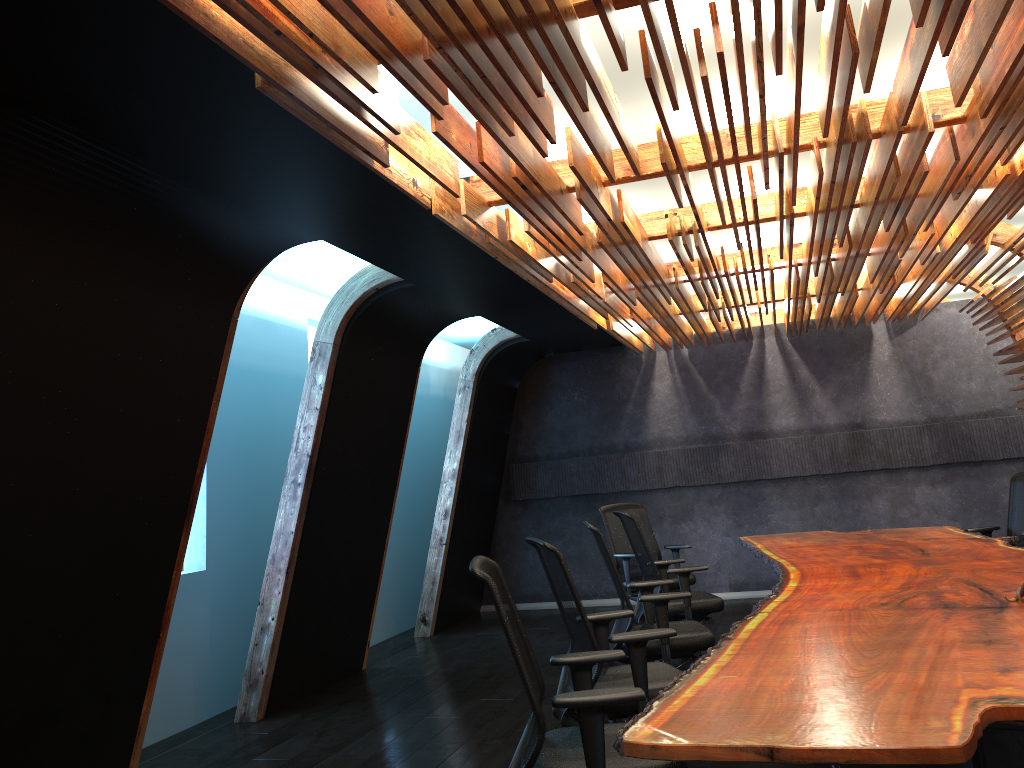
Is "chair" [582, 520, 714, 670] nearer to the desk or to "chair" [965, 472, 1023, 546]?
the desk

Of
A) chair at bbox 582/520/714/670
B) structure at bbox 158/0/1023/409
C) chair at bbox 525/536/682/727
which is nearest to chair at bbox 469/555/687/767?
chair at bbox 525/536/682/727

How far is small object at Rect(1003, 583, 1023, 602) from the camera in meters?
3.8

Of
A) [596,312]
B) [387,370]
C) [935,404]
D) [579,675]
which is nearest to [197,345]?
[387,370]

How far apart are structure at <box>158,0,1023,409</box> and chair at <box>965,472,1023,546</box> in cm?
122

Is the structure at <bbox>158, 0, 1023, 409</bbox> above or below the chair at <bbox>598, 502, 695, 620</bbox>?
above

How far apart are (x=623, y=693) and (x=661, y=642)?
2.3m

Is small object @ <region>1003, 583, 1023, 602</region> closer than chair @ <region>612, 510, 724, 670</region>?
Yes

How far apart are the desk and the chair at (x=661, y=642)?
0.52m

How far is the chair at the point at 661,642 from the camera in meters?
5.1
